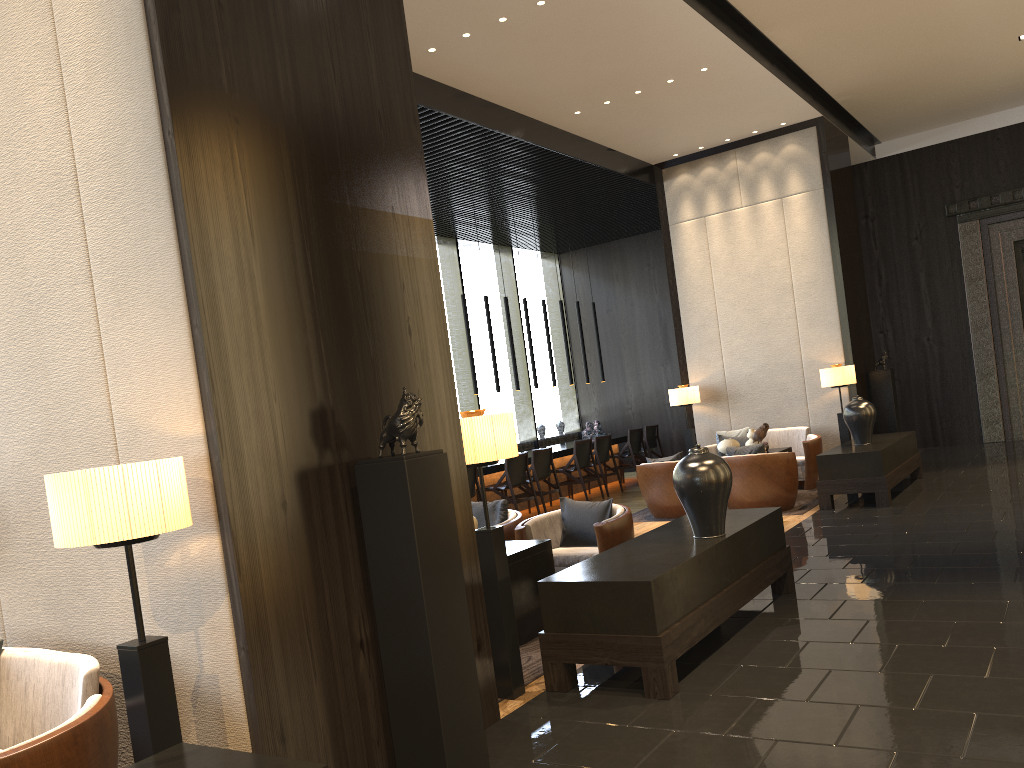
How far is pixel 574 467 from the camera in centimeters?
1142cm

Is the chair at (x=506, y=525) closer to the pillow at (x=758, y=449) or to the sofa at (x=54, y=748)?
the pillow at (x=758, y=449)

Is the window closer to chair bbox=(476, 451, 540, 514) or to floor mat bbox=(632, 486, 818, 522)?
chair bbox=(476, 451, 540, 514)

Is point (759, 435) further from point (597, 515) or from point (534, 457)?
point (597, 515)

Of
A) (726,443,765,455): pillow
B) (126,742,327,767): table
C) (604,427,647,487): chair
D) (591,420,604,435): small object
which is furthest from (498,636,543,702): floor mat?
(591,420,604,435): small object

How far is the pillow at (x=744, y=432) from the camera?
10.6m

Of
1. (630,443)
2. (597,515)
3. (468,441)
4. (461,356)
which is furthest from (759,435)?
(468,441)

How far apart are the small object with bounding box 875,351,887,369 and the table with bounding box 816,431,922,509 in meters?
1.4

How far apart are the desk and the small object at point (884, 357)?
4.1 meters

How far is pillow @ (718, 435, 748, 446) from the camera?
10.4 meters
